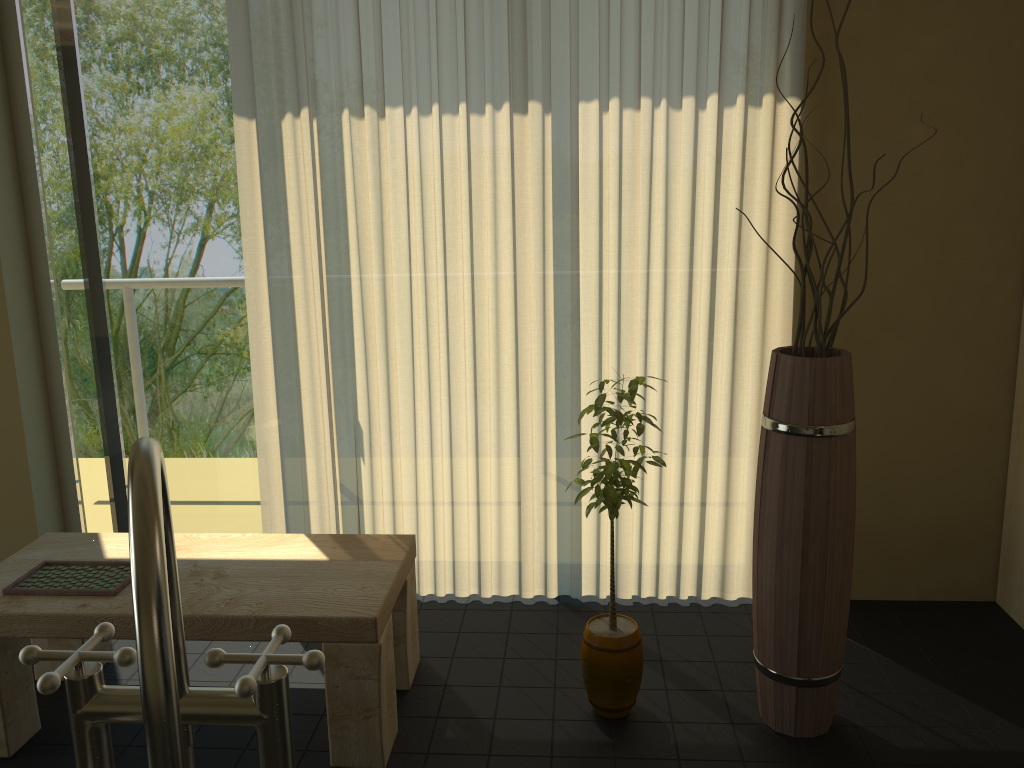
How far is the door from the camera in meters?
2.9

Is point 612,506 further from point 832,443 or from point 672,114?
point 672,114

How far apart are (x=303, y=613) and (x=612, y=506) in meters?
0.8

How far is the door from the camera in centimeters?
294cm

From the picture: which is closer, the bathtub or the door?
the bathtub

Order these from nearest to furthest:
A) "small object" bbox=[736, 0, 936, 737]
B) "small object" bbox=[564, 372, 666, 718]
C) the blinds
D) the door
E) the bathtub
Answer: the bathtub
"small object" bbox=[736, 0, 936, 737]
"small object" bbox=[564, 372, 666, 718]
the blinds
the door

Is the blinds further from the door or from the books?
the books

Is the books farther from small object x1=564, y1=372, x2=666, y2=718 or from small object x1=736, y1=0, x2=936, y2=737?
small object x1=736, y1=0, x2=936, y2=737

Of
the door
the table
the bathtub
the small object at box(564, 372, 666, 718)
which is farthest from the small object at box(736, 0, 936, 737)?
the door

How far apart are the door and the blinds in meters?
0.2
